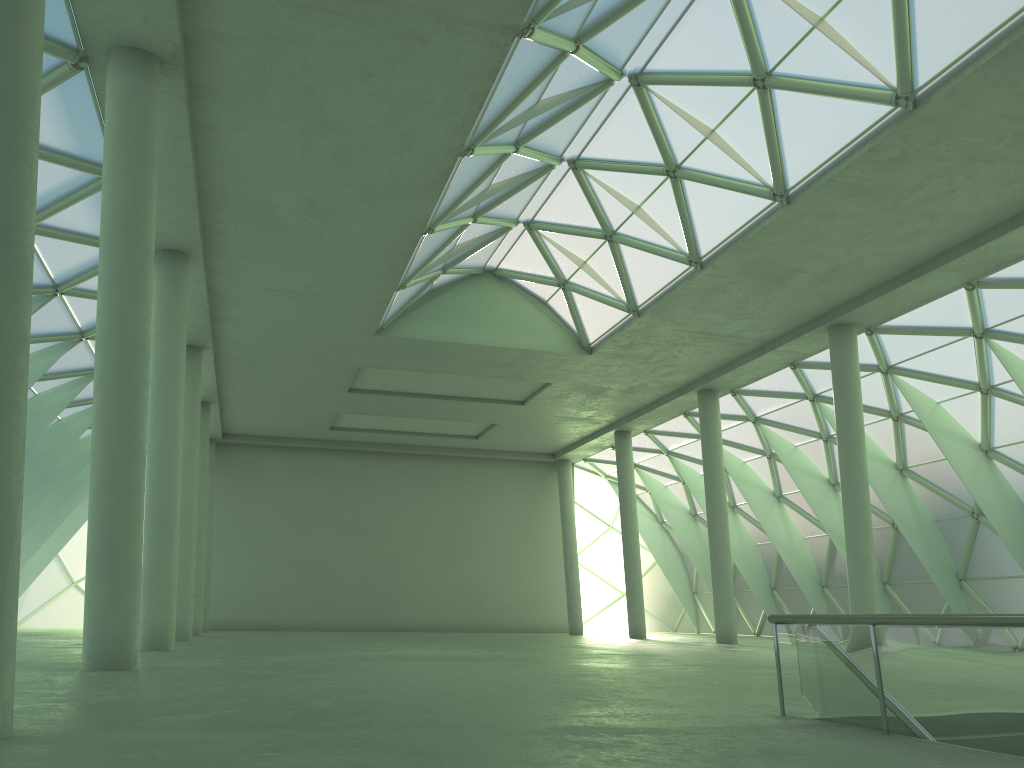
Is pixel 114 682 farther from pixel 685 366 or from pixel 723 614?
pixel 685 366
